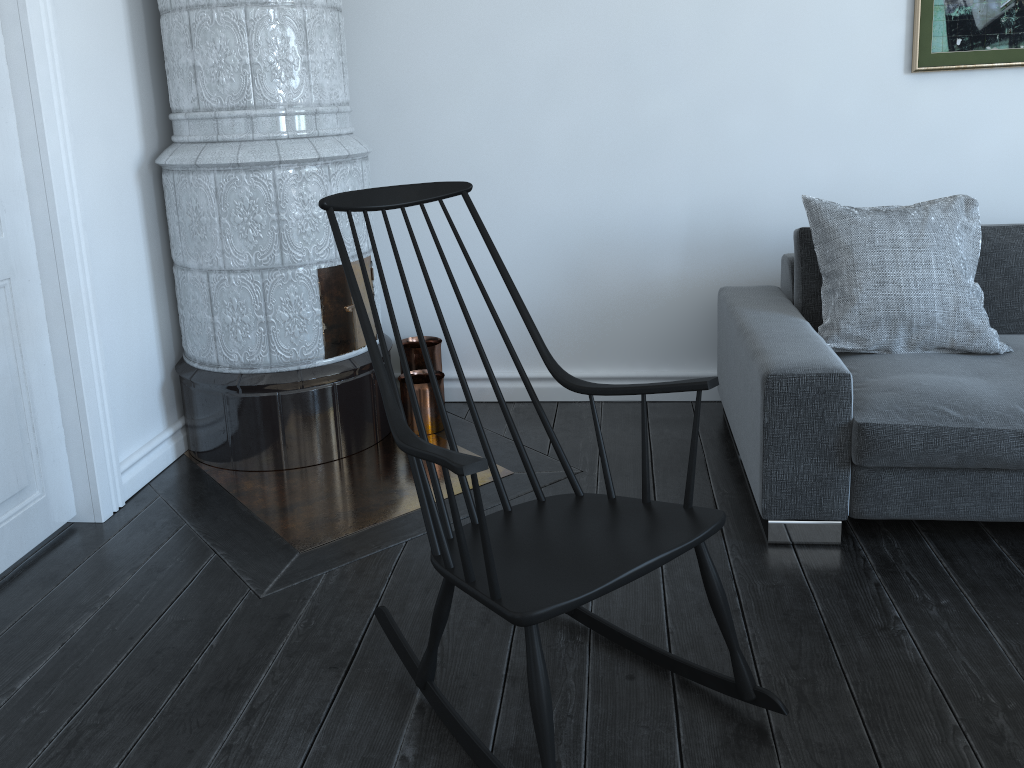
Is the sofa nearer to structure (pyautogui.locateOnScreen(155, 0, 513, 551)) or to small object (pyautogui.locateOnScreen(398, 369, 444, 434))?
structure (pyautogui.locateOnScreen(155, 0, 513, 551))

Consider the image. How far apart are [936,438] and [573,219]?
1.6 meters

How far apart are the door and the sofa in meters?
1.9

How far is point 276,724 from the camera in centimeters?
181cm

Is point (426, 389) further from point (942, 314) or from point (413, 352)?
point (942, 314)

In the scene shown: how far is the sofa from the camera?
2.2 meters

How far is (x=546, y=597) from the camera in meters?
1.5

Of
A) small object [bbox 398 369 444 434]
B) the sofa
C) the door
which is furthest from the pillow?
the door

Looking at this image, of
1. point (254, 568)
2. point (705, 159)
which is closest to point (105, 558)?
point (254, 568)

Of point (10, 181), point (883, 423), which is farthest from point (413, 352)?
point (883, 423)
